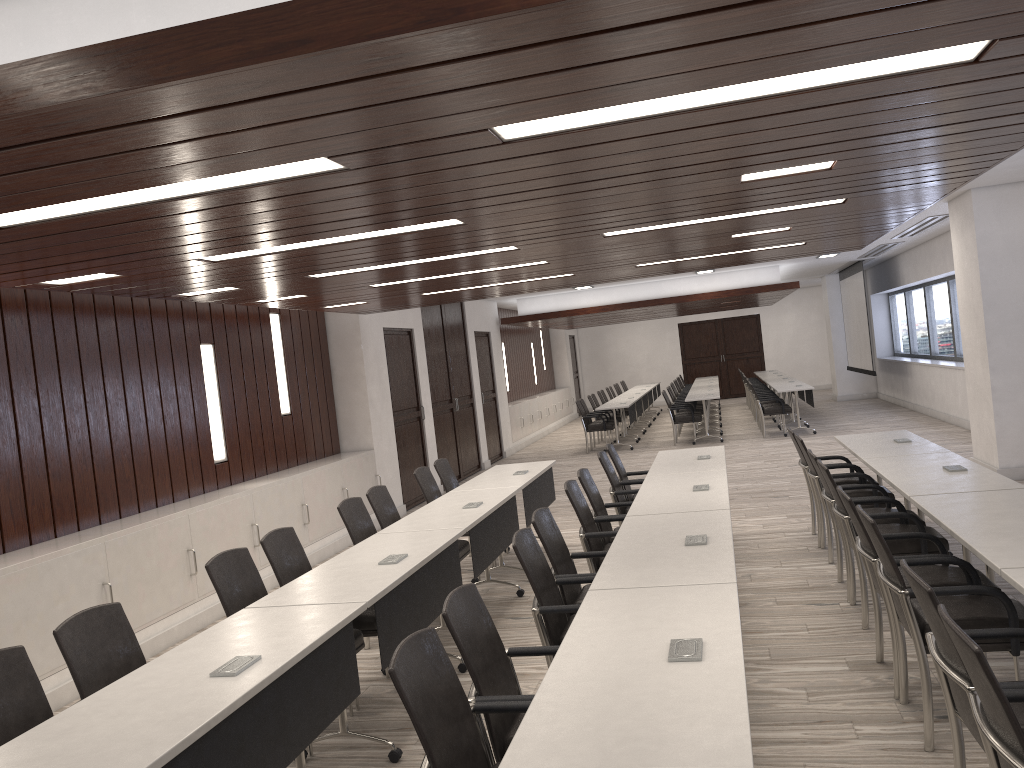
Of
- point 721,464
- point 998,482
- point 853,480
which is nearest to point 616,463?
point 721,464

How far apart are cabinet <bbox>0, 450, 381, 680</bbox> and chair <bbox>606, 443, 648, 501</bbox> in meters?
3.0

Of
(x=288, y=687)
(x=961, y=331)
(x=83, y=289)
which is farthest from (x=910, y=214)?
(x=83, y=289)

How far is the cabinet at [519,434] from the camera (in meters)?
17.69

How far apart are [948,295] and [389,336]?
9.61m

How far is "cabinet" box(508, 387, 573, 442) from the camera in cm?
1769

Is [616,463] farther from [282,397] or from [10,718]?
[10,718]

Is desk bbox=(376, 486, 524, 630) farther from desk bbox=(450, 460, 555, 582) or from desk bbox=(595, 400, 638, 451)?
desk bbox=(595, 400, 638, 451)

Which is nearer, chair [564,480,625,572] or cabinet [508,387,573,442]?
chair [564,480,625,572]

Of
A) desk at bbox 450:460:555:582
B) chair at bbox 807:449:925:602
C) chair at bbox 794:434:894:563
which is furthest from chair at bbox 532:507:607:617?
chair at bbox 794:434:894:563
